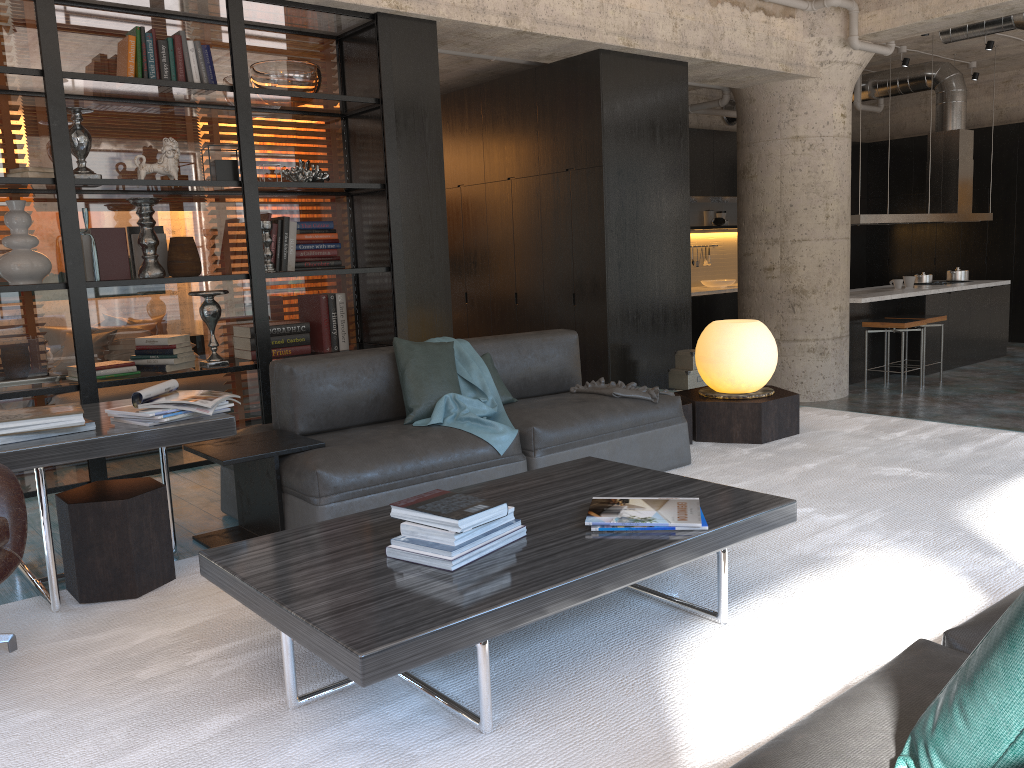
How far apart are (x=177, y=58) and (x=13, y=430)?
2.8m

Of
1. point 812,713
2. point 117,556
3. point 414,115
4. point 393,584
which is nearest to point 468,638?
point 393,584

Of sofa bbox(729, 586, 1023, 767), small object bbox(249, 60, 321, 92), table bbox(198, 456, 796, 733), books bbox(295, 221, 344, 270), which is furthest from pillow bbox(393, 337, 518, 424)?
sofa bbox(729, 586, 1023, 767)

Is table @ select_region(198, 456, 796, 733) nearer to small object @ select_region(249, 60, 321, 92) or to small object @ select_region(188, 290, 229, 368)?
small object @ select_region(188, 290, 229, 368)

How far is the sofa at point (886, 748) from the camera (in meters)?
1.22

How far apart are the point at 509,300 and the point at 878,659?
5.7 meters

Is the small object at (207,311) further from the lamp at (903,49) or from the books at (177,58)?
the lamp at (903,49)

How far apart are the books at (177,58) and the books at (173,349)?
1.4m

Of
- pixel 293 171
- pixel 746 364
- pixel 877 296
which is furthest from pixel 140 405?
pixel 877 296

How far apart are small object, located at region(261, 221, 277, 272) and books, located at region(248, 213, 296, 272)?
0.1m
